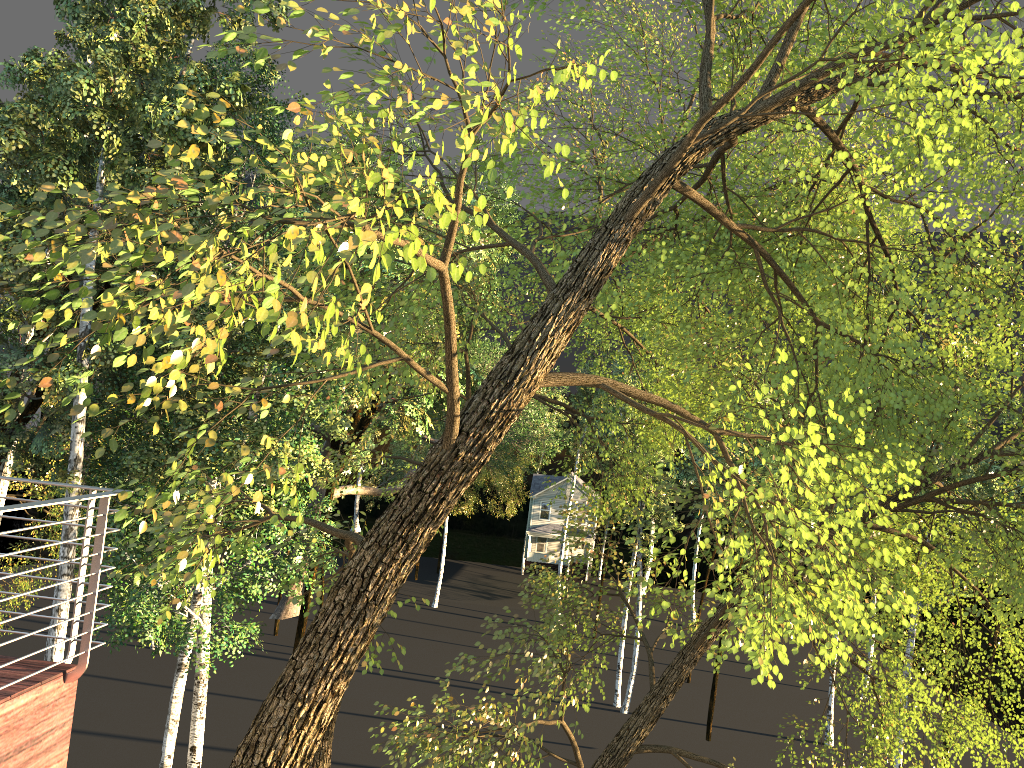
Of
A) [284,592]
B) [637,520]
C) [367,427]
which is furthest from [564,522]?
[367,427]

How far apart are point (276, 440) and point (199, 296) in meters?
12.0
